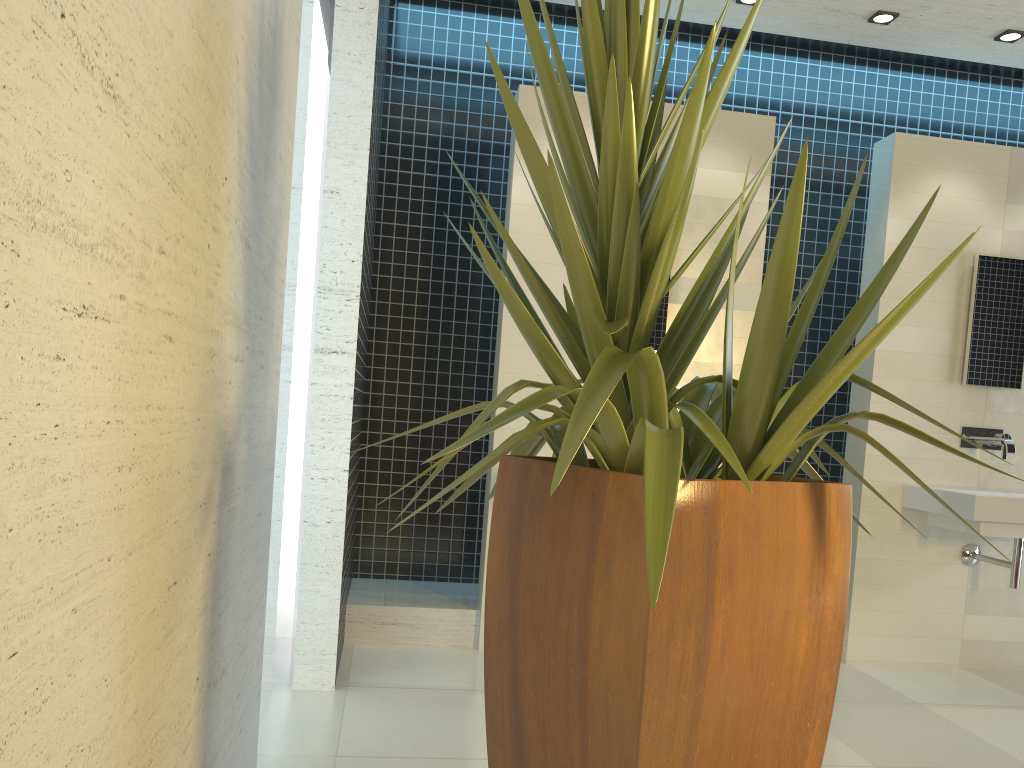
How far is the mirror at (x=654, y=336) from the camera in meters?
4.4

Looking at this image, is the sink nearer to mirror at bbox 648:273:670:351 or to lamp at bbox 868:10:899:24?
mirror at bbox 648:273:670:351

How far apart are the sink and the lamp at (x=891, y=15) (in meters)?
2.10

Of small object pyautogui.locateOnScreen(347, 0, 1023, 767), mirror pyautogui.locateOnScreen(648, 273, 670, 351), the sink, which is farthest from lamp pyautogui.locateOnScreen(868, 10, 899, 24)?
small object pyautogui.locateOnScreen(347, 0, 1023, 767)

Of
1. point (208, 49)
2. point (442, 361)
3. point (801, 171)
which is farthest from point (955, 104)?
point (208, 49)

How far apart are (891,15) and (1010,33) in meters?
0.6 m

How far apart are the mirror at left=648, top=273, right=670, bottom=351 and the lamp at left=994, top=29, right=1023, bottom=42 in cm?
206

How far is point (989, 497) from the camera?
4.05m

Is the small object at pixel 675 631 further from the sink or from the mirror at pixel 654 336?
the sink

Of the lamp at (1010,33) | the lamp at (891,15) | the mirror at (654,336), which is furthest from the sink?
the lamp at (891,15)
